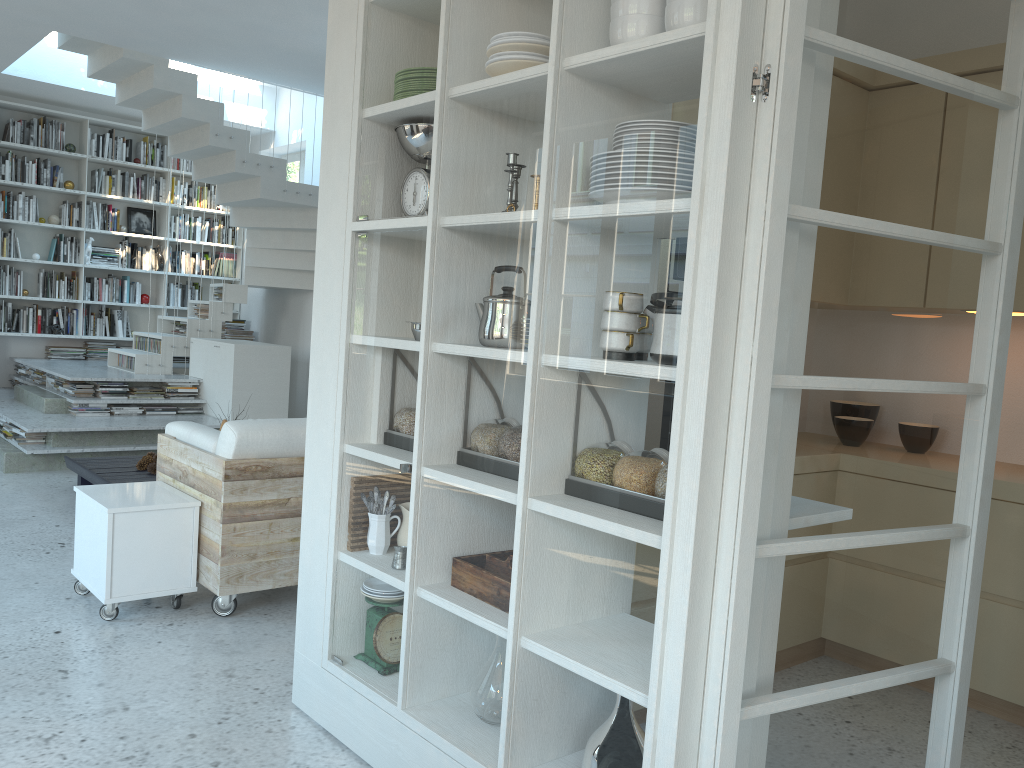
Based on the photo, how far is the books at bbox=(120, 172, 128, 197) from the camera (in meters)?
9.31

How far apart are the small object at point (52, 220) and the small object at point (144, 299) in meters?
1.1

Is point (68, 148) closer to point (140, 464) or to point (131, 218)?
point (131, 218)

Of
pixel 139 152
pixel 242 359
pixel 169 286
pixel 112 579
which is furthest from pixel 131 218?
pixel 112 579

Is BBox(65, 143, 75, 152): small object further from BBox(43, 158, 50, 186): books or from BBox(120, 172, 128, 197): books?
BBox(120, 172, 128, 197): books

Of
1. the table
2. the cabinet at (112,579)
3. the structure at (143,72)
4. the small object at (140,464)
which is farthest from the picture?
the cabinet at (112,579)

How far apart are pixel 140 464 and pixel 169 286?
4.46m

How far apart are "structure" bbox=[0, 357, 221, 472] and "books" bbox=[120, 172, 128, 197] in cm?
196

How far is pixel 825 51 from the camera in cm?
175

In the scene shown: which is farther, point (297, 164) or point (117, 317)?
point (297, 164)
